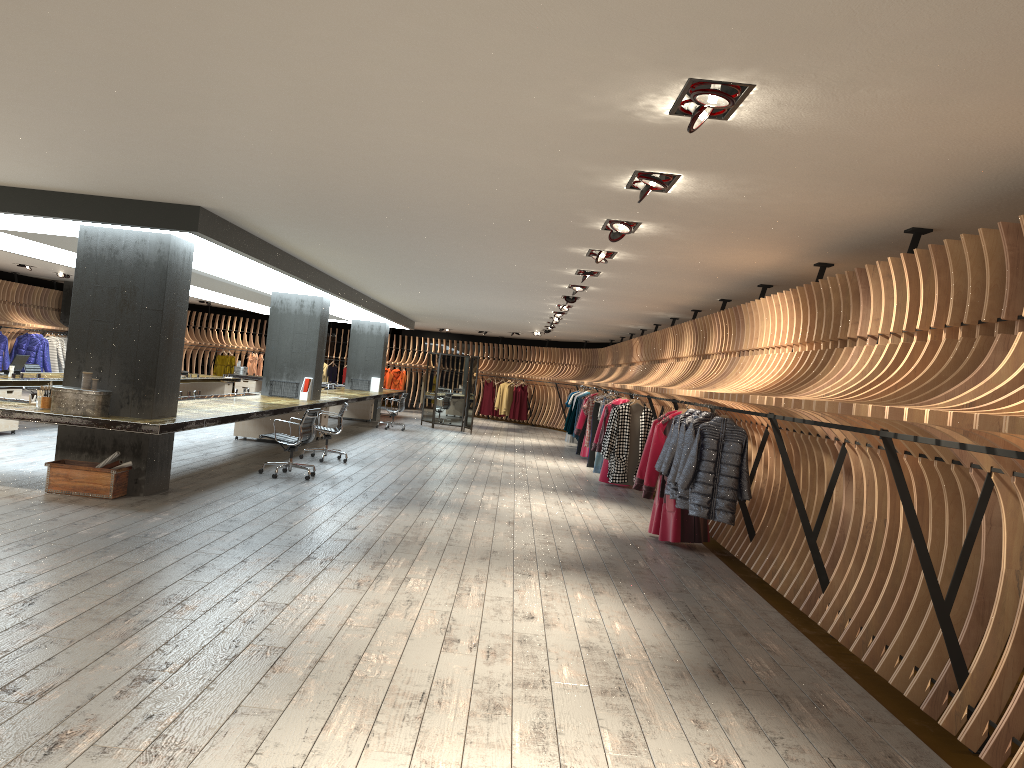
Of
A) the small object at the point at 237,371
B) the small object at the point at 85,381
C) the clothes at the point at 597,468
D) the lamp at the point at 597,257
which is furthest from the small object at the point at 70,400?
the small object at the point at 237,371

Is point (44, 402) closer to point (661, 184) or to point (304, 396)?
point (661, 184)

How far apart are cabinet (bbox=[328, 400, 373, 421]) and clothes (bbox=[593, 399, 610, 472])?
8.4 meters

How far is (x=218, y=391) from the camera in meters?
21.3

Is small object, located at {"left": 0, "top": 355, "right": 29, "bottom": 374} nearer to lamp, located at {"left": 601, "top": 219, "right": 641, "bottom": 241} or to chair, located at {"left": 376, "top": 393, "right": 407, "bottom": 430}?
chair, located at {"left": 376, "top": 393, "right": 407, "bottom": 430}

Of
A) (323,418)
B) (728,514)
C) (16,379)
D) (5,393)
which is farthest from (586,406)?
(728,514)

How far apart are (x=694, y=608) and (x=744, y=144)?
3.4m

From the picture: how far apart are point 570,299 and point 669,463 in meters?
5.5

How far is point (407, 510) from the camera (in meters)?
9.31

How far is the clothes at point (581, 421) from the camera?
17.74m
